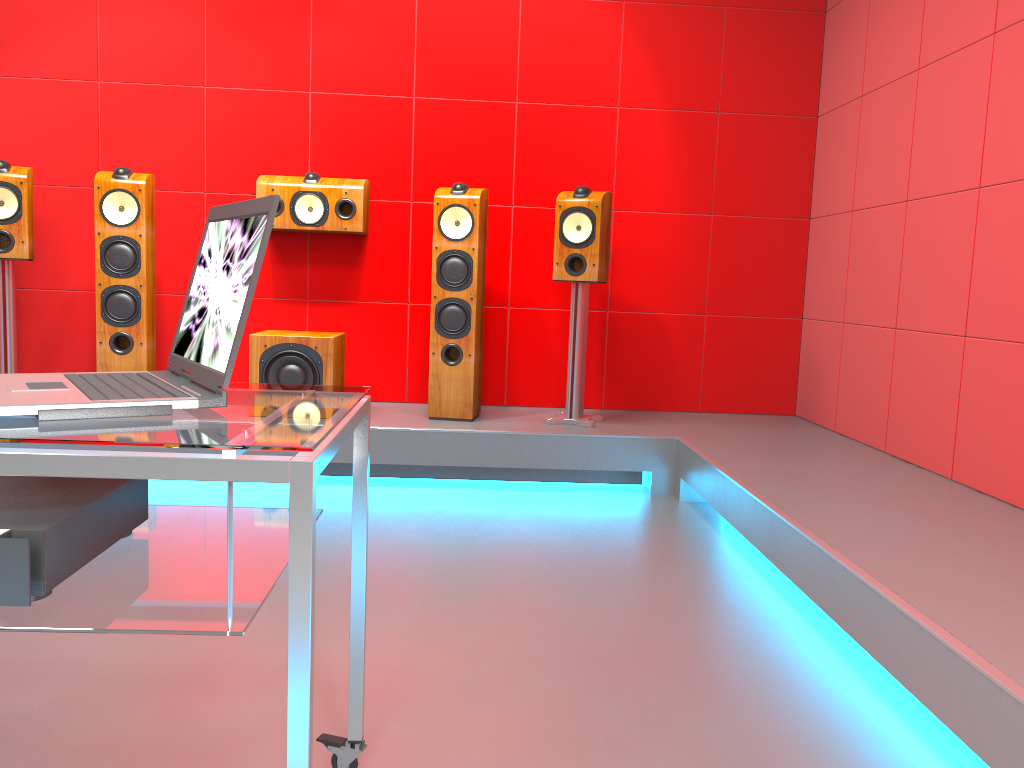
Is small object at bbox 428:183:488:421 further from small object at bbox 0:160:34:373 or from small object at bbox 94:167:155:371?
small object at bbox 0:160:34:373

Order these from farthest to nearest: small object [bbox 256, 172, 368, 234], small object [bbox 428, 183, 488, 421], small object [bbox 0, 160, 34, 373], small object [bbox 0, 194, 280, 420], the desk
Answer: small object [bbox 256, 172, 368, 234], small object [bbox 428, 183, 488, 421], small object [bbox 0, 160, 34, 373], small object [bbox 0, 194, 280, 420], the desk

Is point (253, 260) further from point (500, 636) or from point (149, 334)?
point (149, 334)

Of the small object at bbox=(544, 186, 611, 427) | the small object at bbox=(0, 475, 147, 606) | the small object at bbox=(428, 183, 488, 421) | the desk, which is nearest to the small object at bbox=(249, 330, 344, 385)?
the small object at bbox=(428, 183, 488, 421)

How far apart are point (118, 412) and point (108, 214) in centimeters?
305cm

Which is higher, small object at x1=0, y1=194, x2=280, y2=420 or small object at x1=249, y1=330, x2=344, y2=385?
small object at x1=0, y1=194, x2=280, y2=420

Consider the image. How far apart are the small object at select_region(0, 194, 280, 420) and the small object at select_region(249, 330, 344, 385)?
2.4m

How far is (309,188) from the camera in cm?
411

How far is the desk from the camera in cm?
94

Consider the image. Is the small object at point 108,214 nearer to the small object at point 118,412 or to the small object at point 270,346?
the small object at point 270,346
